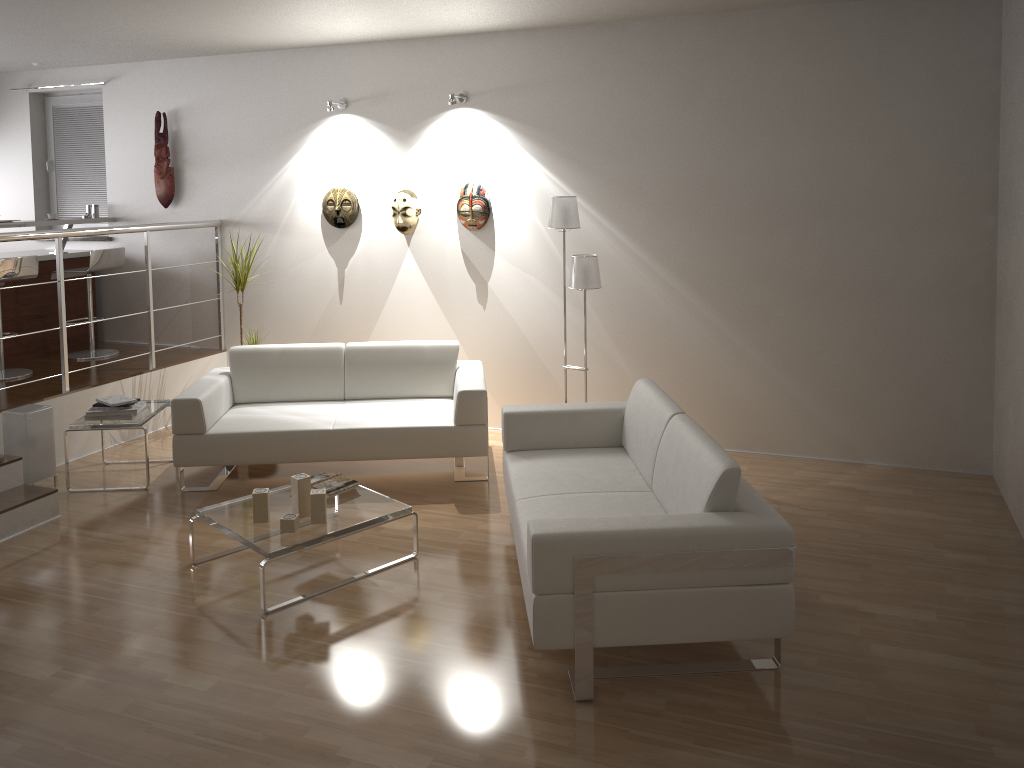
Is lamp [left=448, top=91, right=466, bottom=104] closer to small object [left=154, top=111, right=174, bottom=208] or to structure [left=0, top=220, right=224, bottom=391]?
structure [left=0, top=220, right=224, bottom=391]

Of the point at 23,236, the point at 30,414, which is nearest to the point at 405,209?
the point at 23,236

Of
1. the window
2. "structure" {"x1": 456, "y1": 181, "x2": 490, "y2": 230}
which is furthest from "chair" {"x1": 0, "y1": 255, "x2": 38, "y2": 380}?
"structure" {"x1": 456, "y1": 181, "x2": 490, "y2": 230}

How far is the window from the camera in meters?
7.4 m

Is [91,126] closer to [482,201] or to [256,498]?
[482,201]

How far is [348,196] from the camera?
6.4m

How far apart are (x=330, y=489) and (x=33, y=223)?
3.90m

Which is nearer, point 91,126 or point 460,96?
point 460,96

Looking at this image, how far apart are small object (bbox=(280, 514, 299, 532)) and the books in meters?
0.4 m

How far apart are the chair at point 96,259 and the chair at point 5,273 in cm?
48
